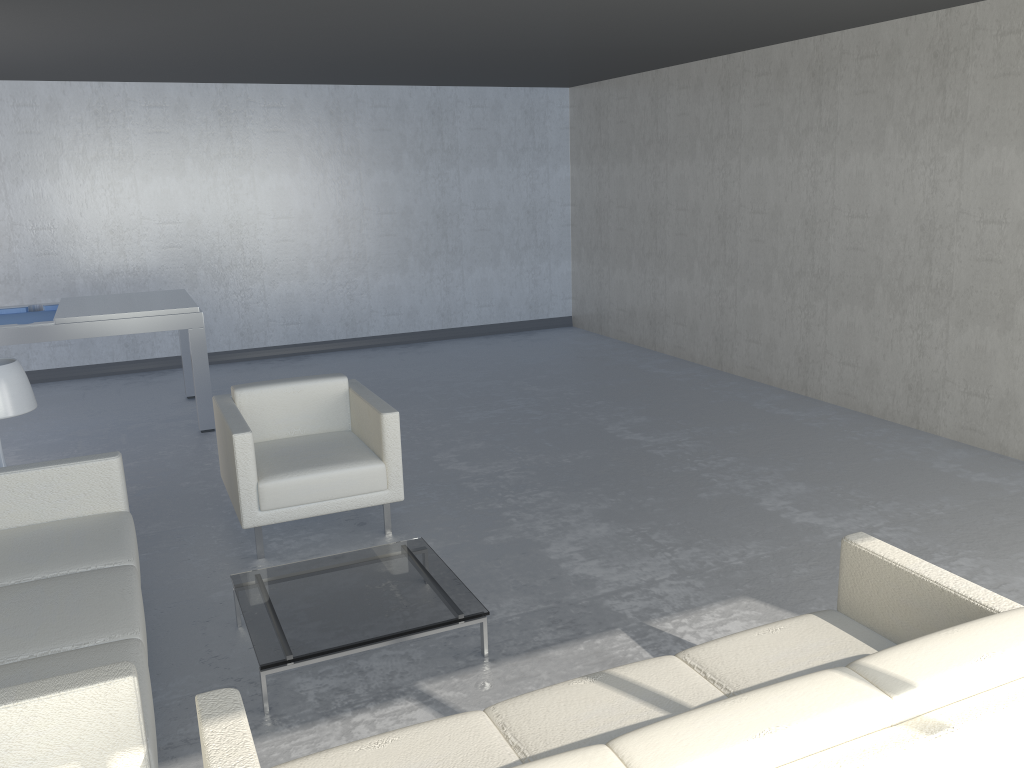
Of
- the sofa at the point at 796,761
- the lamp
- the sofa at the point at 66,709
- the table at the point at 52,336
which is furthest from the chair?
the sofa at the point at 796,761

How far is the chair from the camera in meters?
3.9 m

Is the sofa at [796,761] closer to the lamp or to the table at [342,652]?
the table at [342,652]

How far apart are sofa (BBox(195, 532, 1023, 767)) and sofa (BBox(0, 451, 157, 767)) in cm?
18

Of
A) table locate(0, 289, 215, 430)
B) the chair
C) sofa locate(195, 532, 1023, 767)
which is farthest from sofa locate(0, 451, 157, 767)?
table locate(0, 289, 215, 430)

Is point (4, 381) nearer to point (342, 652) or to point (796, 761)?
point (342, 652)

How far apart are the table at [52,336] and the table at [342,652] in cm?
285

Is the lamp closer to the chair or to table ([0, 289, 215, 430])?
the chair

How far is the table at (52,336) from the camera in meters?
5.5

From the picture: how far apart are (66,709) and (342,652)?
1.1m
